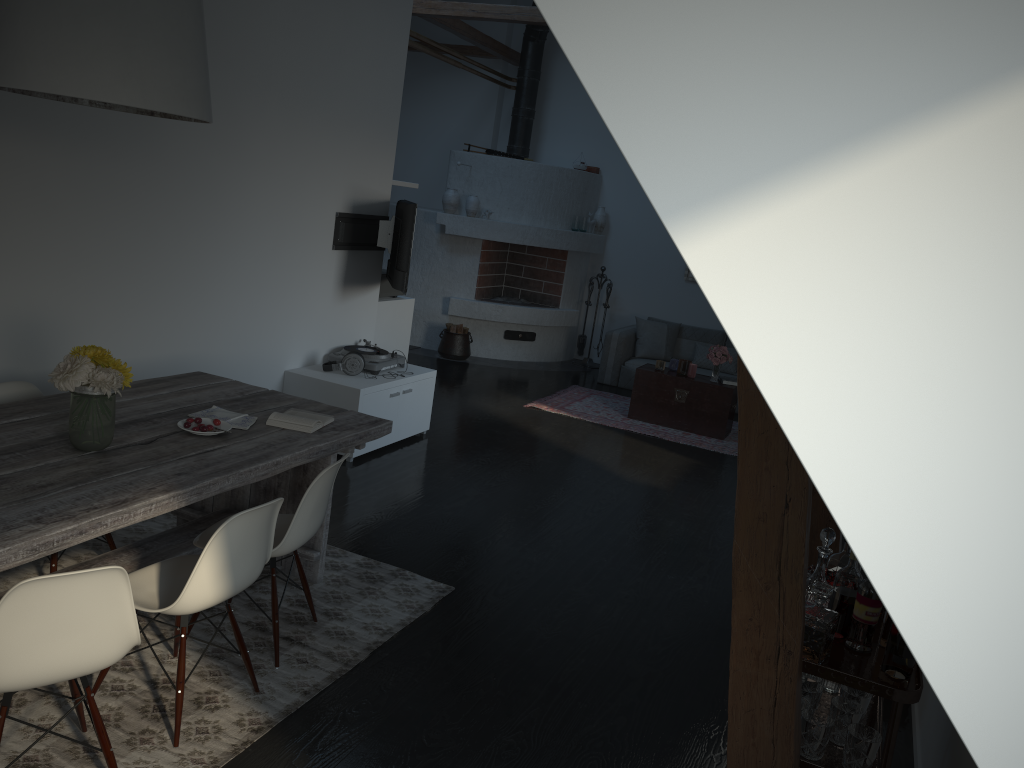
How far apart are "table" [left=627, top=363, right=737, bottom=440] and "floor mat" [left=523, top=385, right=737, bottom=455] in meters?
0.0 m

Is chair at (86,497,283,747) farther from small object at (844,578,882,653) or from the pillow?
the pillow

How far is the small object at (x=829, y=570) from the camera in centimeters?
298cm

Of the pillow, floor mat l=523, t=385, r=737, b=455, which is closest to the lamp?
floor mat l=523, t=385, r=737, b=455

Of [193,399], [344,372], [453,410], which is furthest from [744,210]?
[453,410]

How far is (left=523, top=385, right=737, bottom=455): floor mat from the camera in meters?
7.9

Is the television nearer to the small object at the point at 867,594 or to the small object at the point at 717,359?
the small object at the point at 717,359

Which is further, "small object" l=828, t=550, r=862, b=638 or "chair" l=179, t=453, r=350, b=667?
"chair" l=179, t=453, r=350, b=667

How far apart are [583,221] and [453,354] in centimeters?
228cm

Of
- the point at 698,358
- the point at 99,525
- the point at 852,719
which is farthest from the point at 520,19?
the point at 852,719
